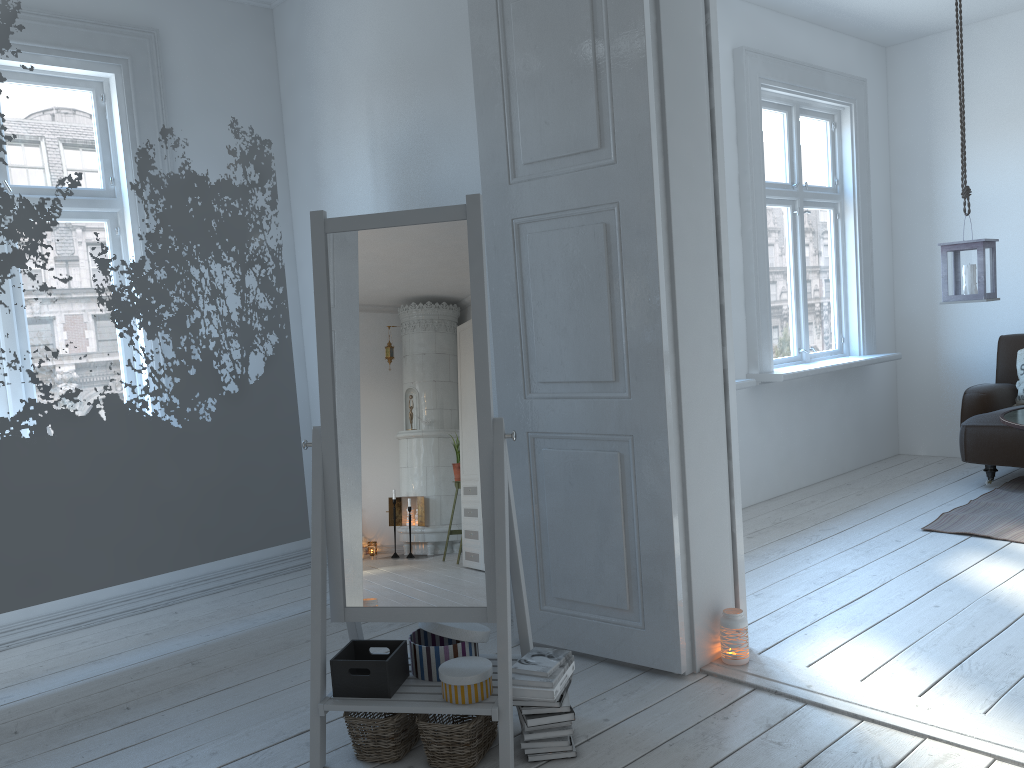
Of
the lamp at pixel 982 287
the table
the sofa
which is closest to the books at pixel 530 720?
Result: the table

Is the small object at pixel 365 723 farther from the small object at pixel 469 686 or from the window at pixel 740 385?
the window at pixel 740 385

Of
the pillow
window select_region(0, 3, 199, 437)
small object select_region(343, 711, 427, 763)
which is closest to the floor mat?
the pillow

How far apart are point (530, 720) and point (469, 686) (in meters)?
0.18

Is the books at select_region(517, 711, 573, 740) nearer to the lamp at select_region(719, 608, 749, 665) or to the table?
the lamp at select_region(719, 608, 749, 665)

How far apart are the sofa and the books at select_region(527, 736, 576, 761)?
3.6m

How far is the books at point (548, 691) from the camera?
2.3m

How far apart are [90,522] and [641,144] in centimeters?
238cm

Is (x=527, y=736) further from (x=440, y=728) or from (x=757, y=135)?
(x=757, y=135)

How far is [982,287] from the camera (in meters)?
4.52
